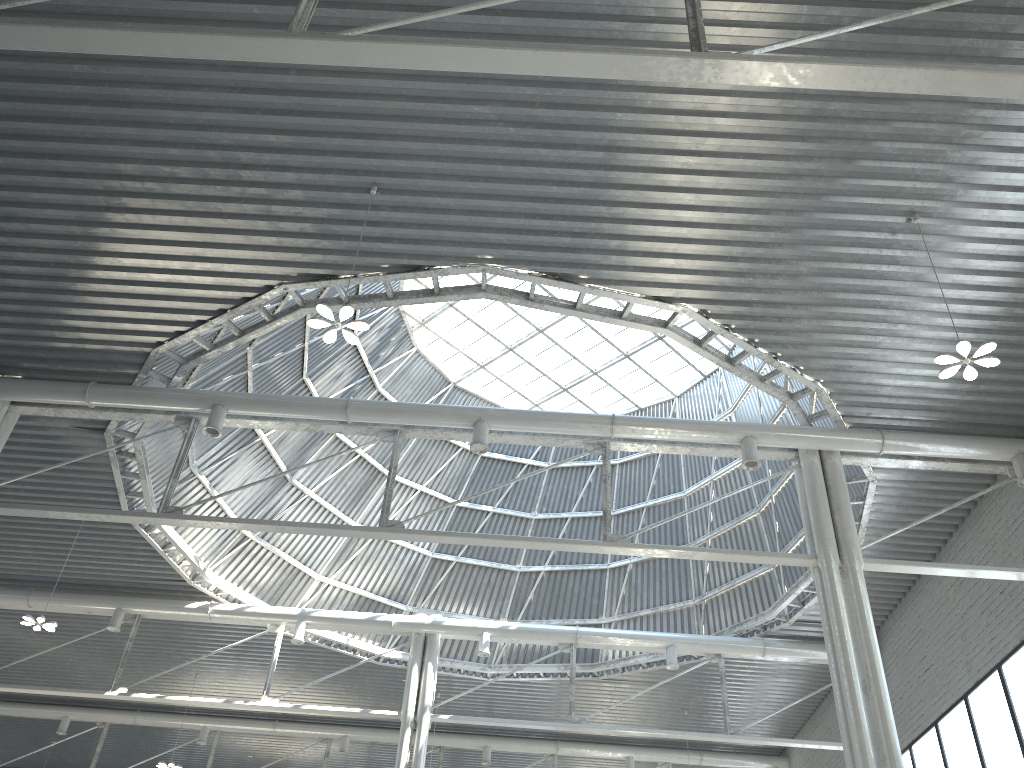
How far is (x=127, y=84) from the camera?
17.0m

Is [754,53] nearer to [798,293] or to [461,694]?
[798,293]
